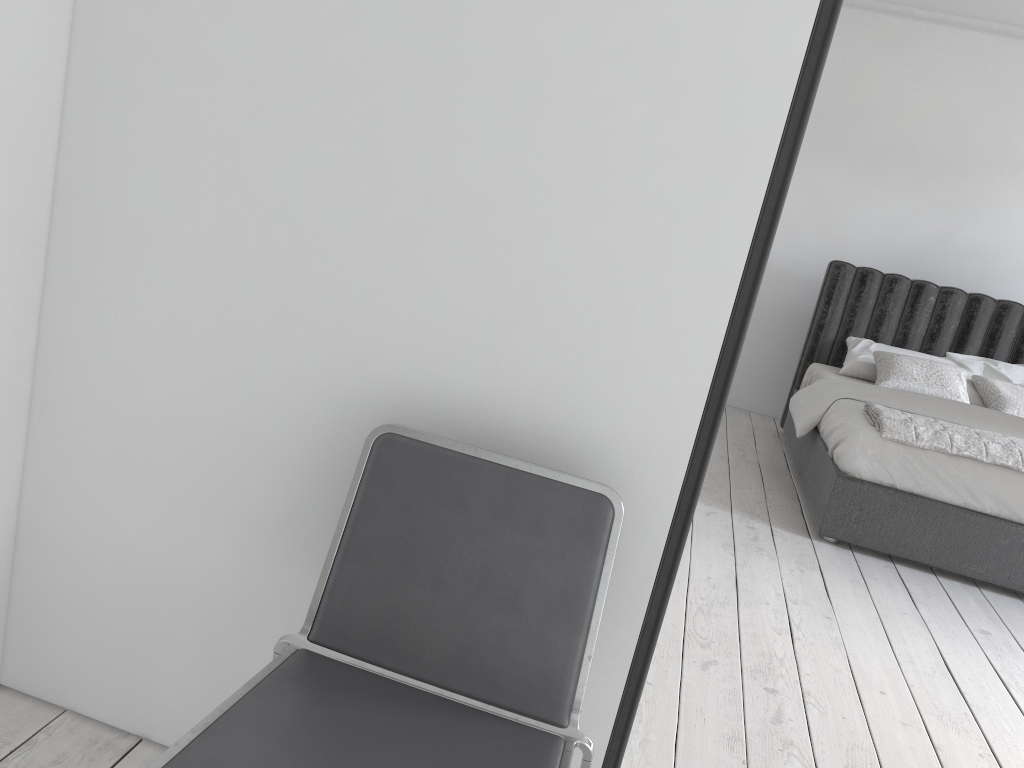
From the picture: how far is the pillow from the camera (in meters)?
4.85

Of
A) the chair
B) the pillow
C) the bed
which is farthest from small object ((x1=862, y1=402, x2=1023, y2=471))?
the chair

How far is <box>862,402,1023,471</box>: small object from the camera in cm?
365

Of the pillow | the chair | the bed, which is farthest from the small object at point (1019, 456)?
the chair

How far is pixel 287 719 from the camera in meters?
1.2 m

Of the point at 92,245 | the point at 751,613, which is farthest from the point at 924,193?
the point at 92,245

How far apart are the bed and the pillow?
0.0m

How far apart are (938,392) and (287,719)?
4.53m

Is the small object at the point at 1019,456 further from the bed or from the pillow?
the pillow

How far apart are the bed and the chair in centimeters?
273cm
